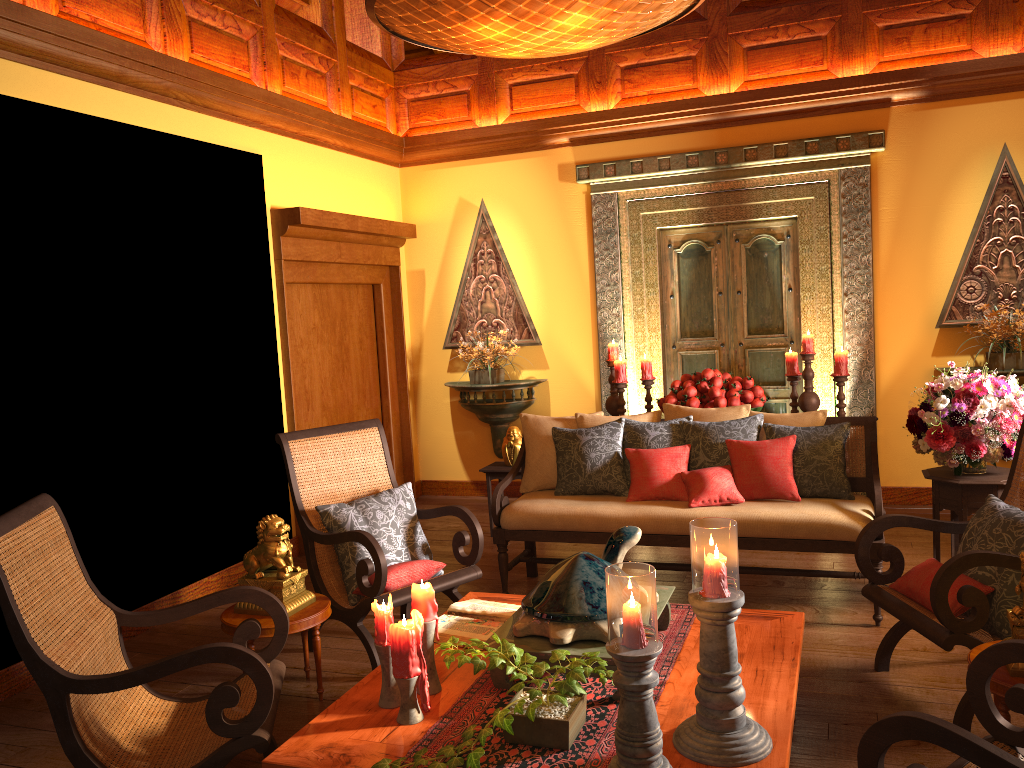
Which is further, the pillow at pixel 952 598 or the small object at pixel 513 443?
the small object at pixel 513 443

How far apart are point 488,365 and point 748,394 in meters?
2.1

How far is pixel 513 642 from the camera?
2.6 meters

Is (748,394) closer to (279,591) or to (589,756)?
(279,591)

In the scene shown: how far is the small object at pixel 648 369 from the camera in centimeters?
597cm

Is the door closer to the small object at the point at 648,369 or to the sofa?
the small object at the point at 648,369

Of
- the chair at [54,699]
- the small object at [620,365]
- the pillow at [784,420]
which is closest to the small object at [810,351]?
the small object at [620,365]

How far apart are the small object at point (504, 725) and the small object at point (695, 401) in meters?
3.2 m

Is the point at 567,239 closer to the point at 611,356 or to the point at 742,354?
the point at 611,356

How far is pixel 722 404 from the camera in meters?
5.3
